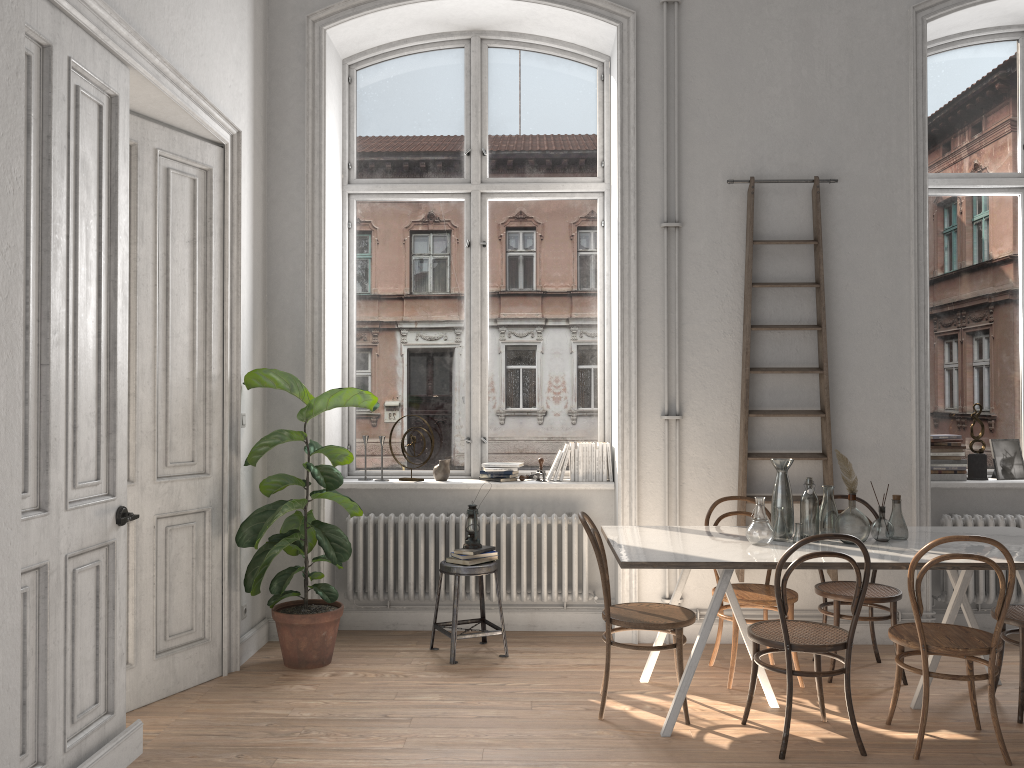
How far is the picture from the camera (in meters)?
5.61

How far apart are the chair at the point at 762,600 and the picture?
1.9 meters

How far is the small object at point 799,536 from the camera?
4.1 meters

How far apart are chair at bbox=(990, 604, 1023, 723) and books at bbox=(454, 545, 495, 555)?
2.66m

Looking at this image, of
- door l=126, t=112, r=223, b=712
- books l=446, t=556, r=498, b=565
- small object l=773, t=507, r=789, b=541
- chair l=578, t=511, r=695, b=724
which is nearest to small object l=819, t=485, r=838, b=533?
small object l=773, t=507, r=789, b=541

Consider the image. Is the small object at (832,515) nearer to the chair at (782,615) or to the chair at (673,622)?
the chair at (782,615)

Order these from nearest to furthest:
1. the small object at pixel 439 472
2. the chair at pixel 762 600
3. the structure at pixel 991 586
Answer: the chair at pixel 762 600, the structure at pixel 991 586, the small object at pixel 439 472

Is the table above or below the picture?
below

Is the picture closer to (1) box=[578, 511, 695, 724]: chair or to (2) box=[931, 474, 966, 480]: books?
(2) box=[931, 474, 966, 480]: books

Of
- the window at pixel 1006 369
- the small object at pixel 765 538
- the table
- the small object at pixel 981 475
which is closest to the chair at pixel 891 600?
the table
